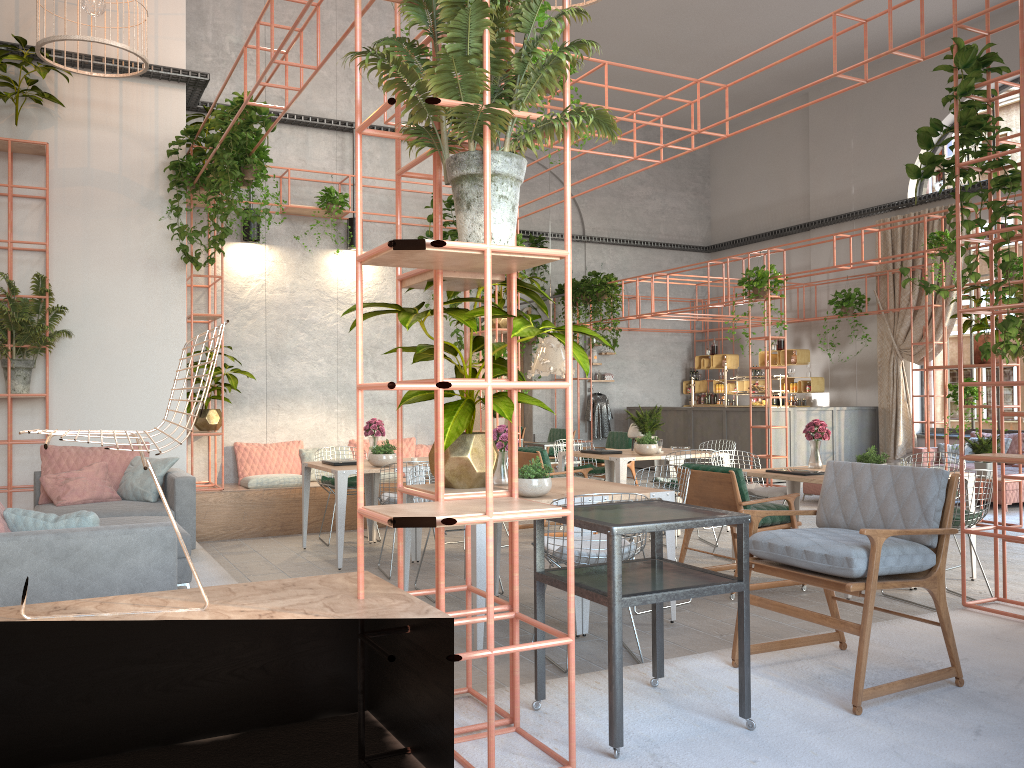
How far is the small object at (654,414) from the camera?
9.37m

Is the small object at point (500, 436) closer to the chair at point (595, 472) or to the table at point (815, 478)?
the table at point (815, 478)

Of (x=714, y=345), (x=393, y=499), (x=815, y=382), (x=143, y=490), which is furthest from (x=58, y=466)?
(x=714, y=345)

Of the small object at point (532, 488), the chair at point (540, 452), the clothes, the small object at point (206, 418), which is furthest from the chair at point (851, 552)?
the clothes

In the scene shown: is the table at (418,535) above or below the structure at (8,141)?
below

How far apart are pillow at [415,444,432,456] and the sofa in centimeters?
716cm

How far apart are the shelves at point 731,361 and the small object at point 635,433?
8.9m

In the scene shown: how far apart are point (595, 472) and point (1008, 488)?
5.2m

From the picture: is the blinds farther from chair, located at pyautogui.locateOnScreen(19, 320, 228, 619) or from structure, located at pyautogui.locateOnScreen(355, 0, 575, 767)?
chair, located at pyautogui.locateOnScreen(19, 320, 228, 619)

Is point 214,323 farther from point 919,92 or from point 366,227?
point 919,92
